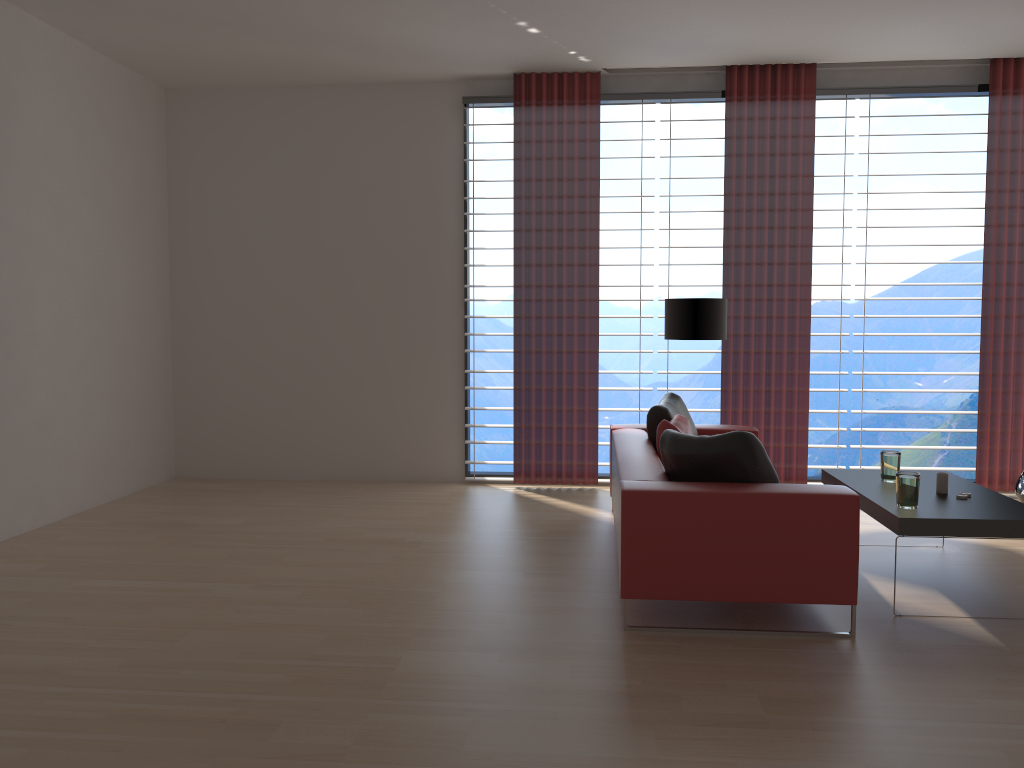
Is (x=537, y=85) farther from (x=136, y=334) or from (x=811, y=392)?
(x=811, y=392)

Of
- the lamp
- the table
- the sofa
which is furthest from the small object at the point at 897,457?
the lamp

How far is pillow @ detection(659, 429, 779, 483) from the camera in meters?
5.1 m

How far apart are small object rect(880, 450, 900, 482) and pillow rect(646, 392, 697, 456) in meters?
1.6 m

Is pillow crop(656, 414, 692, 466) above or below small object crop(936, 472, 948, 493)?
above

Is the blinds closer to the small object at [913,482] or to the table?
the table

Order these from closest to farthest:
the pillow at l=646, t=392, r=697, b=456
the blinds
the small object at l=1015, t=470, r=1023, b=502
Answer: the pillow at l=646, t=392, r=697, b=456
the small object at l=1015, t=470, r=1023, b=502
the blinds

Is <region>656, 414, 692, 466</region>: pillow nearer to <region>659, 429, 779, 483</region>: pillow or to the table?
<region>659, 429, 779, 483</region>: pillow

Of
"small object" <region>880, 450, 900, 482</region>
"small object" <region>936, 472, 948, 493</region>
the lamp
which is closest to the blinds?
the lamp

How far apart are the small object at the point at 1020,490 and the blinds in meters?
0.6
